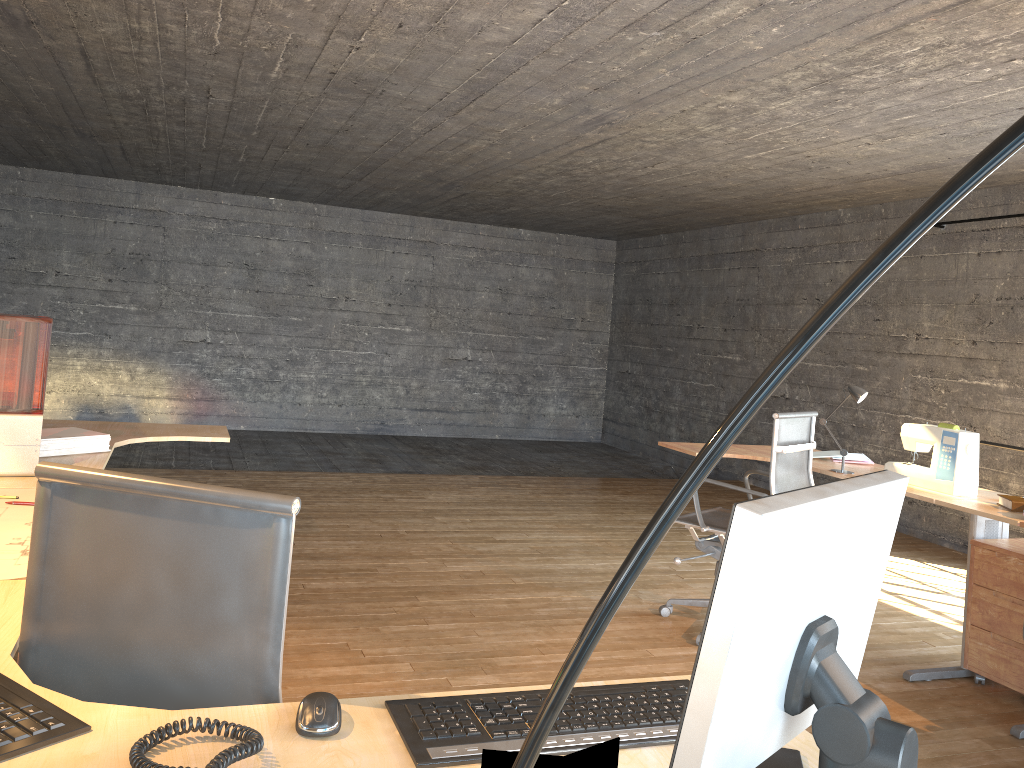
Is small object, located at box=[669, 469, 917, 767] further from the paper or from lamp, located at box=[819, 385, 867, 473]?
lamp, located at box=[819, 385, 867, 473]

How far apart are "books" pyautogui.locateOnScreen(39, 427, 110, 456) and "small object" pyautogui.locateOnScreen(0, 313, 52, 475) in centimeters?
8cm

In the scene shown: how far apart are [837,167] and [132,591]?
5.4m

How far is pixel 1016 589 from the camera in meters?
3.5

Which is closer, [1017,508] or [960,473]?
[1017,508]

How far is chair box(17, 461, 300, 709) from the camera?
1.3m

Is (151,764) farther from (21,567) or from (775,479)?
(775,479)

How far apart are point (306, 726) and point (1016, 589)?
3.26m

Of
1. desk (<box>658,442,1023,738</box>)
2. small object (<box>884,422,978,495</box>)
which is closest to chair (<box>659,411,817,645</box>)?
desk (<box>658,442,1023,738</box>)

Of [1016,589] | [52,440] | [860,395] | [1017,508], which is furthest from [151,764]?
[860,395]
